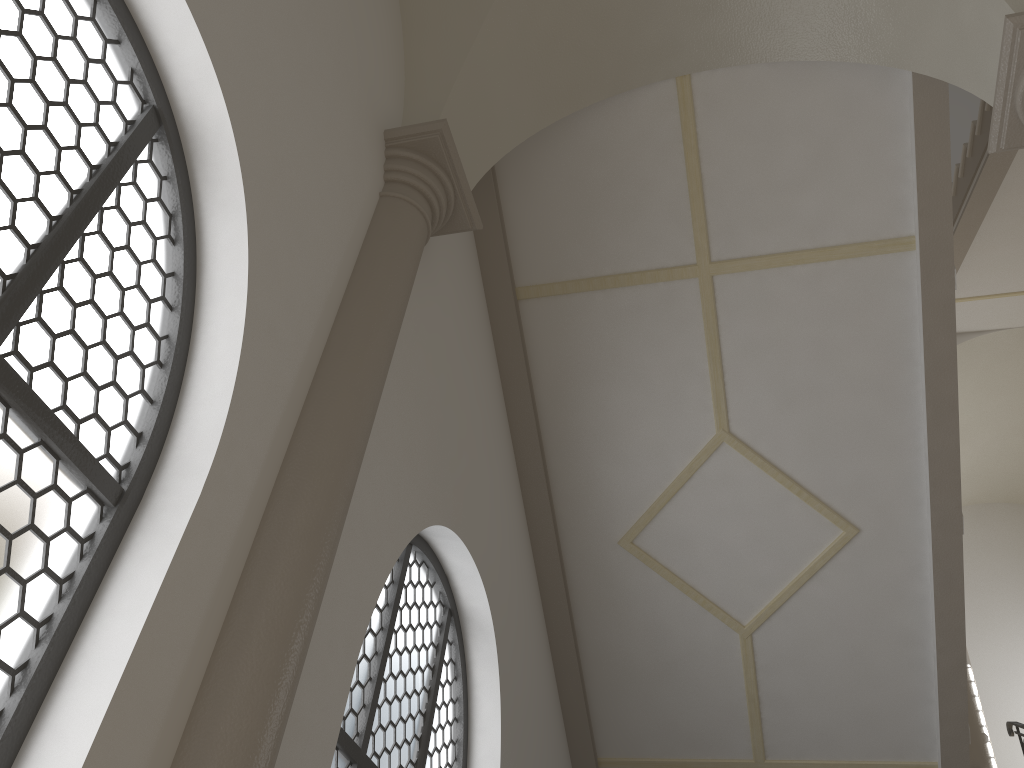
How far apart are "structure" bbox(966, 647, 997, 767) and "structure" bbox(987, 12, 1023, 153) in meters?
5.8 m

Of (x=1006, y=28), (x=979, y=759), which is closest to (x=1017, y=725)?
(x=979, y=759)

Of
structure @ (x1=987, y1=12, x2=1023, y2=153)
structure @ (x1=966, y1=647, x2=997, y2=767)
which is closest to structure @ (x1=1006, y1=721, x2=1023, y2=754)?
structure @ (x1=966, y1=647, x2=997, y2=767)

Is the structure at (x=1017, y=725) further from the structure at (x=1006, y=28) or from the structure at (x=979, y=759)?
the structure at (x=1006, y=28)

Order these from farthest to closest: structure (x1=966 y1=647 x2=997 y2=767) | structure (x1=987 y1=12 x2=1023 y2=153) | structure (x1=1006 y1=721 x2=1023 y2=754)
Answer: structure (x1=966 y1=647 x2=997 y2=767), structure (x1=1006 y1=721 x2=1023 y2=754), structure (x1=987 y1=12 x2=1023 y2=153)

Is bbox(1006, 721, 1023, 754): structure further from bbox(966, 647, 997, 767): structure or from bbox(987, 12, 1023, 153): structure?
bbox(987, 12, 1023, 153): structure

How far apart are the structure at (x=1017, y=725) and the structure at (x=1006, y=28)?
5.55m

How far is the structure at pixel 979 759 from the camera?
7.7m

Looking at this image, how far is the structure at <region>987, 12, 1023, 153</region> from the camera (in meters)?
3.91

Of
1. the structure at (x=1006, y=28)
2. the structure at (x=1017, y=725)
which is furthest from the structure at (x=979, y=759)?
the structure at (x=1006, y=28)
